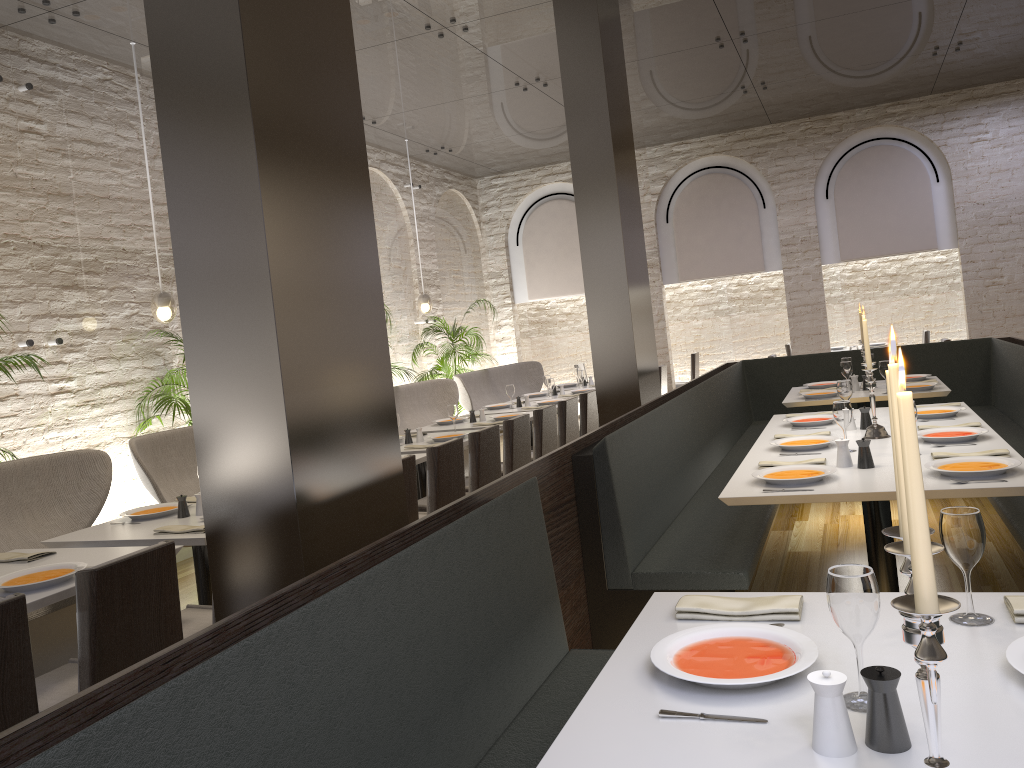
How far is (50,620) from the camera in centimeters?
419cm

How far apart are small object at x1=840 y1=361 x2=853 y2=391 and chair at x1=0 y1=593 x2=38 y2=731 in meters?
5.6 m

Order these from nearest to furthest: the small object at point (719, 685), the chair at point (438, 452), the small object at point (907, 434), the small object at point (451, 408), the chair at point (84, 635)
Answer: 1. the small object at point (907, 434)
2. the small object at point (719, 685)
3. the chair at point (84, 635)
4. the chair at point (438, 452)
5. the small object at point (451, 408)

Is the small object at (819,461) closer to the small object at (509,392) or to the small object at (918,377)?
the small object at (918,377)

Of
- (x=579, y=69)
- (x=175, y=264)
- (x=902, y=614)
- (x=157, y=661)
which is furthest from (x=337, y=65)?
(x=579, y=69)

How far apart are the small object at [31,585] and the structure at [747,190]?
10.08m

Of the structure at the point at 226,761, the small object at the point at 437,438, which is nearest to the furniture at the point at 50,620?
the small object at the point at 437,438

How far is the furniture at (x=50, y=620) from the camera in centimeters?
419cm

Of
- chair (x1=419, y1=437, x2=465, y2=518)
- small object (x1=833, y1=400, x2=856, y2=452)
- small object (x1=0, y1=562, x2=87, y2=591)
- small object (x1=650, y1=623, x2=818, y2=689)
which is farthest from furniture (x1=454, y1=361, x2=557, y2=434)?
small object (x1=650, y1=623, x2=818, y2=689)

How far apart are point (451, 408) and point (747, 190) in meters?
7.0 m
